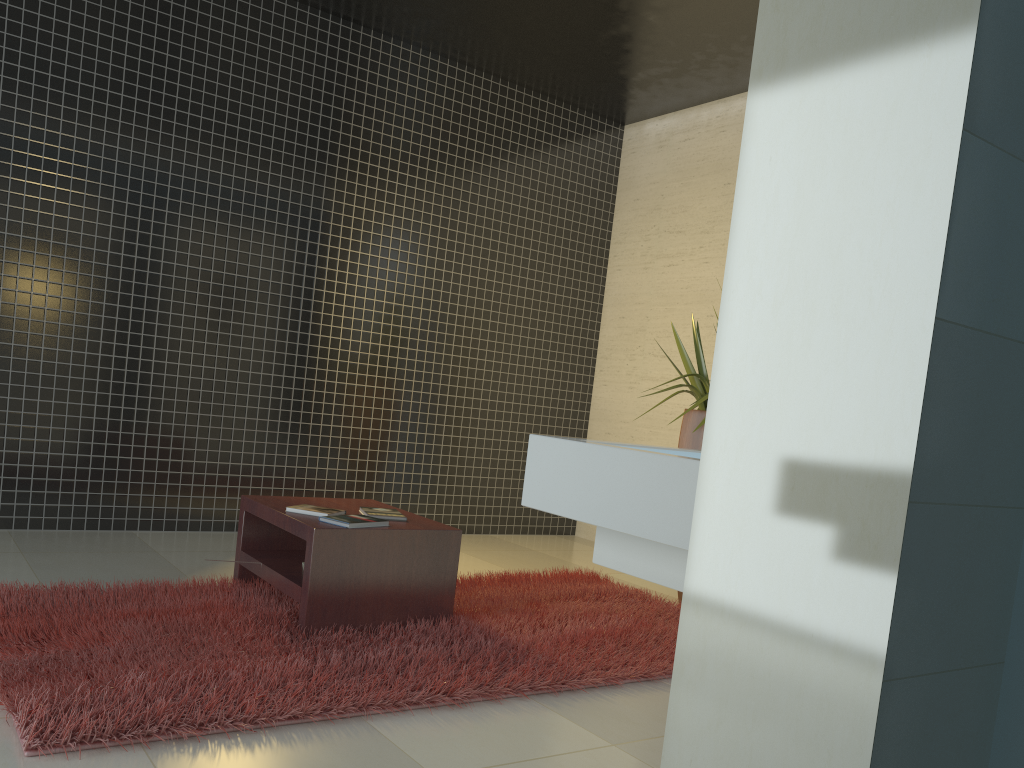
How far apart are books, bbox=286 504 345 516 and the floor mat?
0.37m

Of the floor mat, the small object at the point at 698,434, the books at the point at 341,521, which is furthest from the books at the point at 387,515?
the small object at the point at 698,434

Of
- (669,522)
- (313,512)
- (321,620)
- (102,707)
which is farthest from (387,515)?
(669,522)

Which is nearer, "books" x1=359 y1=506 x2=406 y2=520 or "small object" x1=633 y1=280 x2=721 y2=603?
"books" x1=359 y1=506 x2=406 y2=520

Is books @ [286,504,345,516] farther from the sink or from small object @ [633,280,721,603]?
the sink

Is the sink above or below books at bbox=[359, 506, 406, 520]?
above

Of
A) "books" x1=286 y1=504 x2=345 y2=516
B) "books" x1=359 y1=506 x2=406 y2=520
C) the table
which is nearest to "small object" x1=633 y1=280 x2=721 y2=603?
the table

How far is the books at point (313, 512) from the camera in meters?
3.6 m

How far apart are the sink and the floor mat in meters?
1.4

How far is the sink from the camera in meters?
1.2
